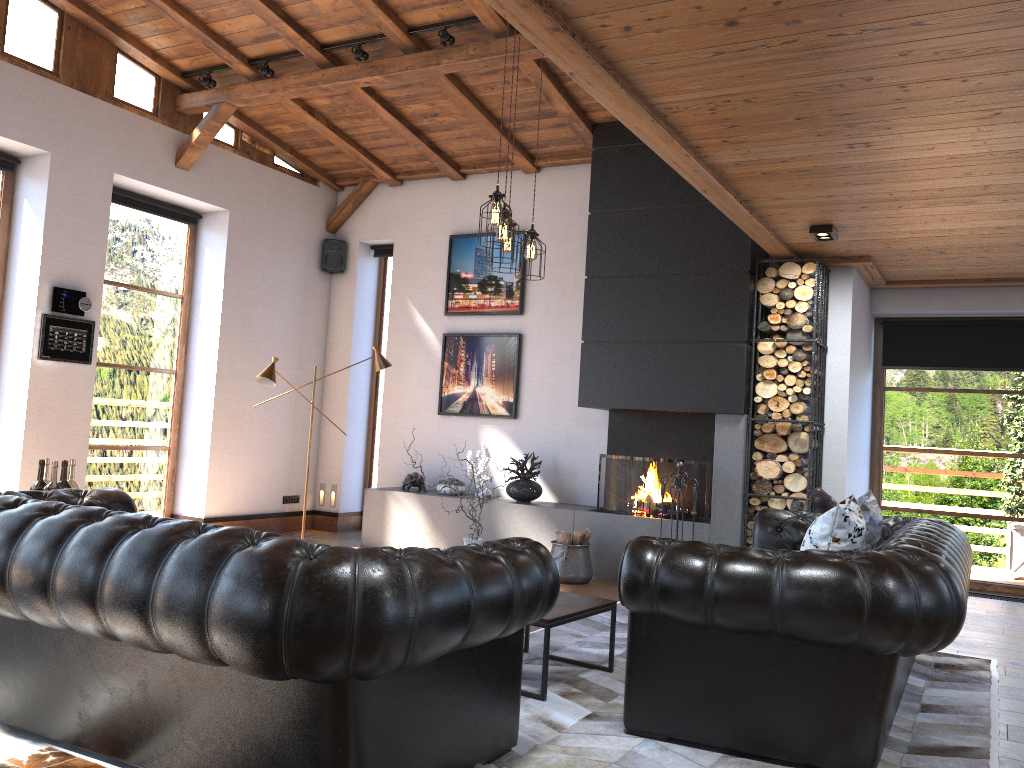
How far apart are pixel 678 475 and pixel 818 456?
1.1 meters

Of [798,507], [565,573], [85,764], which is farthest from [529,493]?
[85,764]

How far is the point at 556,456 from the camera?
8.20m

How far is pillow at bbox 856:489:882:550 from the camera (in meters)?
4.43

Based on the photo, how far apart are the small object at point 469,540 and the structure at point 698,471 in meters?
3.0 m

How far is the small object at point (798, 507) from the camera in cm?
660

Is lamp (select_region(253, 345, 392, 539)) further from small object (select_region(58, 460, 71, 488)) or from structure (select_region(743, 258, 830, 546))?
structure (select_region(743, 258, 830, 546))

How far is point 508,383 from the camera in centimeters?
847cm

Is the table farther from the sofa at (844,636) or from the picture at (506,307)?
the picture at (506,307)

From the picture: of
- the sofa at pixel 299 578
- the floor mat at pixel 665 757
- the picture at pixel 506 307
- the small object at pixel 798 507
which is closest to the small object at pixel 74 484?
the sofa at pixel 299 578
